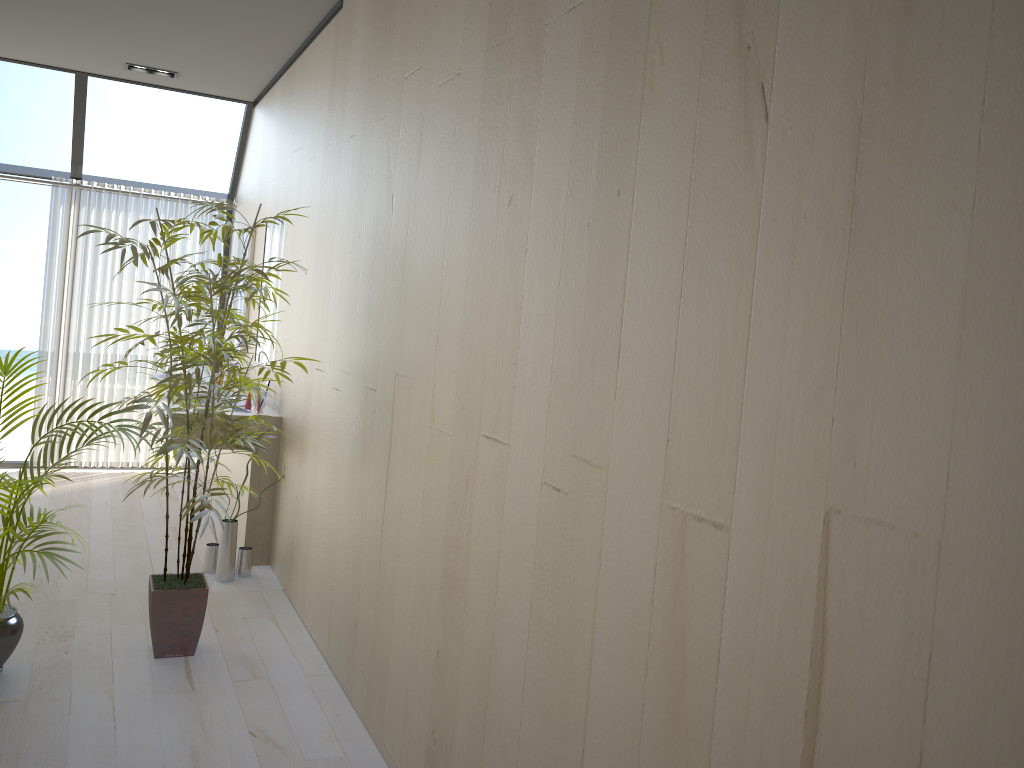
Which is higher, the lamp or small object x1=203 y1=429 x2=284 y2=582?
the lamp

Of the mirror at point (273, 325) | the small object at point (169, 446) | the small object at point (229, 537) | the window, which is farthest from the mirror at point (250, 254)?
the small object at point (169, 446)

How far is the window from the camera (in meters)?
5.86

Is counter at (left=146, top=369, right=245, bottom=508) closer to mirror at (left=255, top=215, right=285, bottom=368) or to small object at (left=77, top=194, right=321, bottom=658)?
mirror at (left=255, top=215, right=285, bottom=368)

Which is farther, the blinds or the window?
the blinds

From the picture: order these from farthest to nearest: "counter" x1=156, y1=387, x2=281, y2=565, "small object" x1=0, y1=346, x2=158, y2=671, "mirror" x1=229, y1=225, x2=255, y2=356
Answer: "mirror" x1=229, y1=225, x2=255, y2=356 < "counter" x1=156, y1=387, x2=281, y2=565 < "small object" x1=0, y1=346, x2=158, y2=671

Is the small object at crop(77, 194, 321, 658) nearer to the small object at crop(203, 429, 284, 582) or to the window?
the small object at crop(203, 429, 284, 582)

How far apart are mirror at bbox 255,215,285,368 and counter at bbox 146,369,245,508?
1.0 meters

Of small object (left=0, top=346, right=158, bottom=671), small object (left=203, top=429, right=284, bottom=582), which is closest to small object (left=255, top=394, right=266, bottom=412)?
small object (left=203, top=429, right=284, bottom=582)

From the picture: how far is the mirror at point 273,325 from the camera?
5.00m
